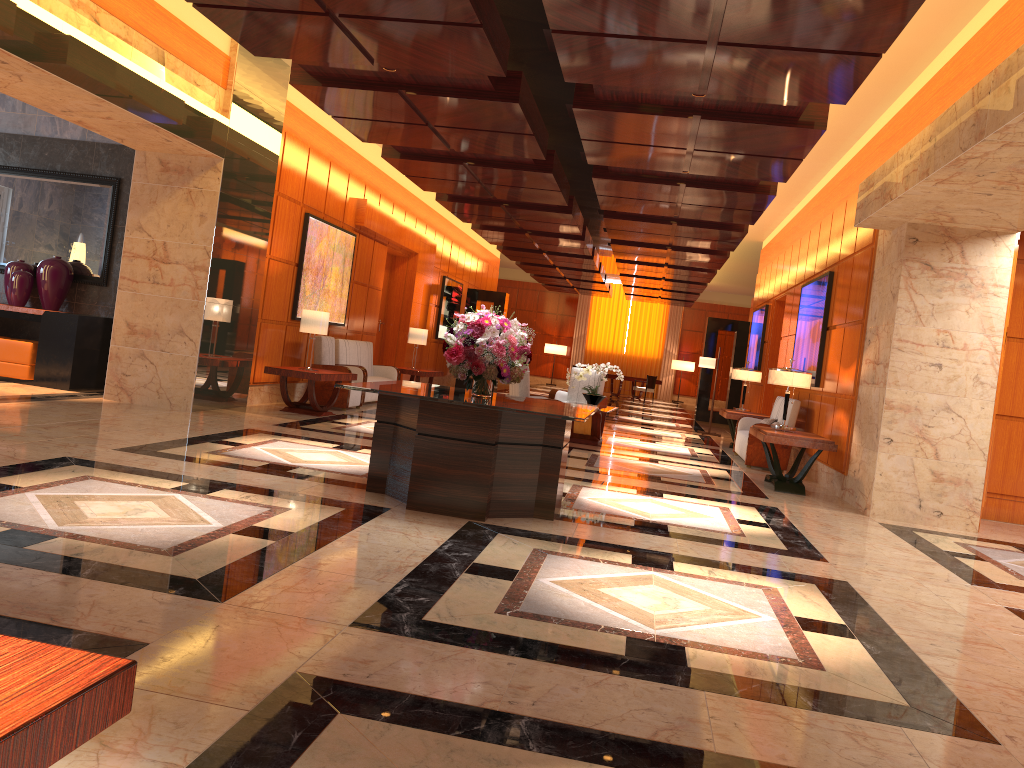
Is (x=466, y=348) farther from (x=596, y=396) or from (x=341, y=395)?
(x=341, y=395)

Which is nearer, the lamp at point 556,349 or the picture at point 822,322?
the picture at point 822,322

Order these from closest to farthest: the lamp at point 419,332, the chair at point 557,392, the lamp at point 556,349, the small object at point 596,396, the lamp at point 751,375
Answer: the small object at point 596,396 < the chair at point 557,392 < the lamp at point 751,375 < the lamp at point 419,332 < the lamp at point 556,349

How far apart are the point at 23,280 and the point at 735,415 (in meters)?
9.63

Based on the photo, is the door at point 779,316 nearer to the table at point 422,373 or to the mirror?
the table at point 422,373

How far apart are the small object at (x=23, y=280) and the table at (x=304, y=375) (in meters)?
2.62

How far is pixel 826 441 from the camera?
9.0m

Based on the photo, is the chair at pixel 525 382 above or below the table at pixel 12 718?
above

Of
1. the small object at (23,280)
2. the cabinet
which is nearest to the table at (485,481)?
the cabinet

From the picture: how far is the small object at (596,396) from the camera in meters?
11.8
